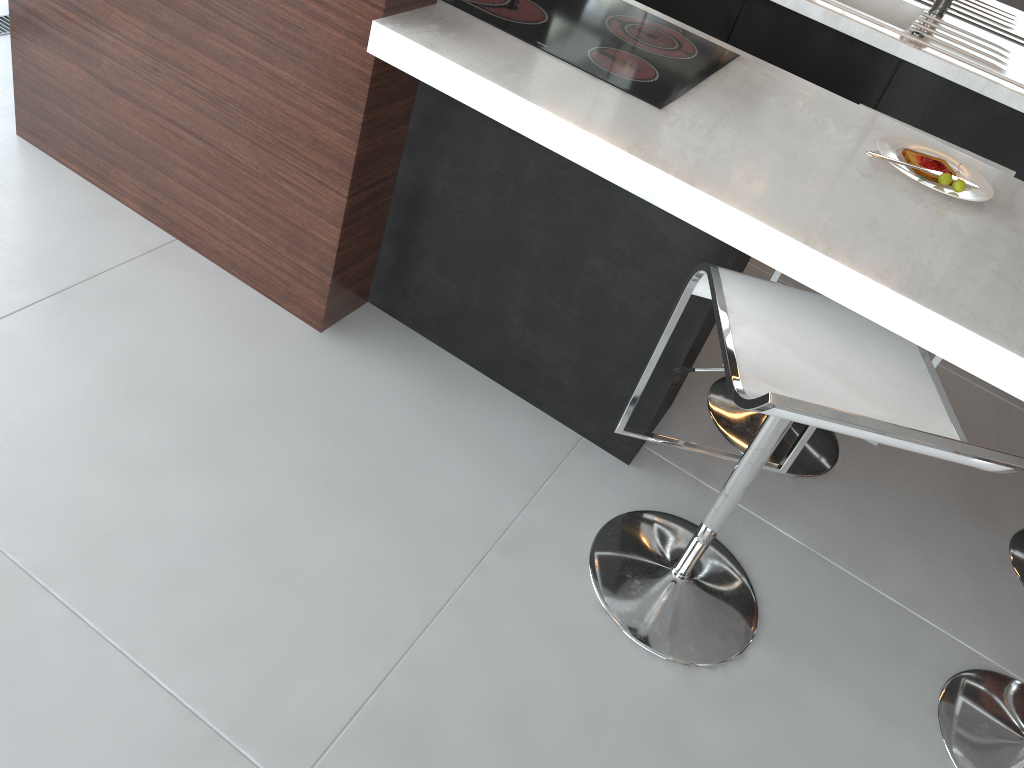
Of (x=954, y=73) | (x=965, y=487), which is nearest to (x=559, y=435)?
(x=965, y=487)

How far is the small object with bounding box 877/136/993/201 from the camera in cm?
166

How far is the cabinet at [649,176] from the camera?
1.4m

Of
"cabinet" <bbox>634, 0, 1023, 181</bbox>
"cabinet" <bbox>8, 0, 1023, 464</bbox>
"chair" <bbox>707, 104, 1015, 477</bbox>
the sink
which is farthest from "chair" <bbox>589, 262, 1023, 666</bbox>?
the sink

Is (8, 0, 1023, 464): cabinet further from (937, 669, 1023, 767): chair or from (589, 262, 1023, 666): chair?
(937, 669, 1023, 767): chair

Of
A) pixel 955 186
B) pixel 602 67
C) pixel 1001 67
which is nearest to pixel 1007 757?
pixel 955 186

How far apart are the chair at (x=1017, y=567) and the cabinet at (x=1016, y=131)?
1.0 meters

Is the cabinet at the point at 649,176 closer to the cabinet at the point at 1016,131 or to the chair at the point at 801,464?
the chair at the point at 801,464

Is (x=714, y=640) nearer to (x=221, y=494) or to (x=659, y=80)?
(x=221, y=494)

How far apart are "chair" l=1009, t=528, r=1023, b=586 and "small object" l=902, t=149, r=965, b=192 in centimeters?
97cm
